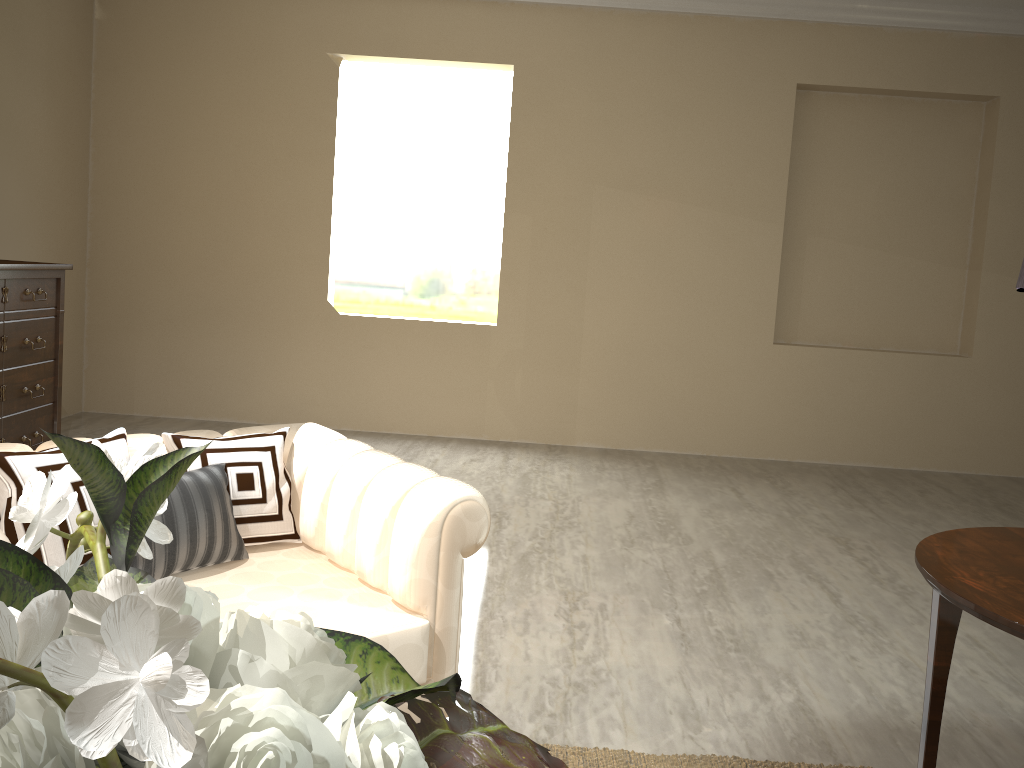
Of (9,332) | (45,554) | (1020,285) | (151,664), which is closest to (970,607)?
(1020,285)

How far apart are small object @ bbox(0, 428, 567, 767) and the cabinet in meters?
2.8 m

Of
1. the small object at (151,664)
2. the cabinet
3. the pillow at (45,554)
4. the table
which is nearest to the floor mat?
the table

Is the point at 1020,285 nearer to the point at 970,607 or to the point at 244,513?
the point at 970,607

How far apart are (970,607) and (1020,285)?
0.48m

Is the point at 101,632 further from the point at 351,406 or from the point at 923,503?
the point at 351,406

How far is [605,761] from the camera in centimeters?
168cm

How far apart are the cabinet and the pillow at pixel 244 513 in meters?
1.9

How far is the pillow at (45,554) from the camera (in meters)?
1.37

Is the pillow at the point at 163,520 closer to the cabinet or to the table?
the table
